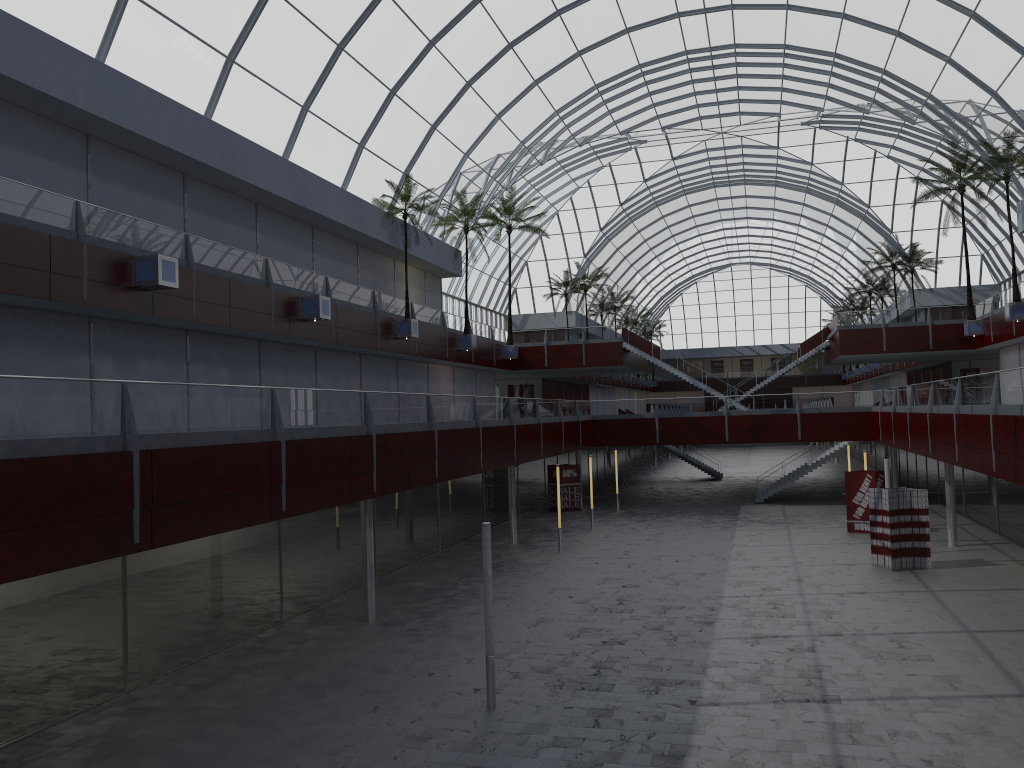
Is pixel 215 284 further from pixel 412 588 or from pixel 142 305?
pixel 412 588

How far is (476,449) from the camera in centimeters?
3612cm

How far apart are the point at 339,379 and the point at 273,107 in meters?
13.9 m
